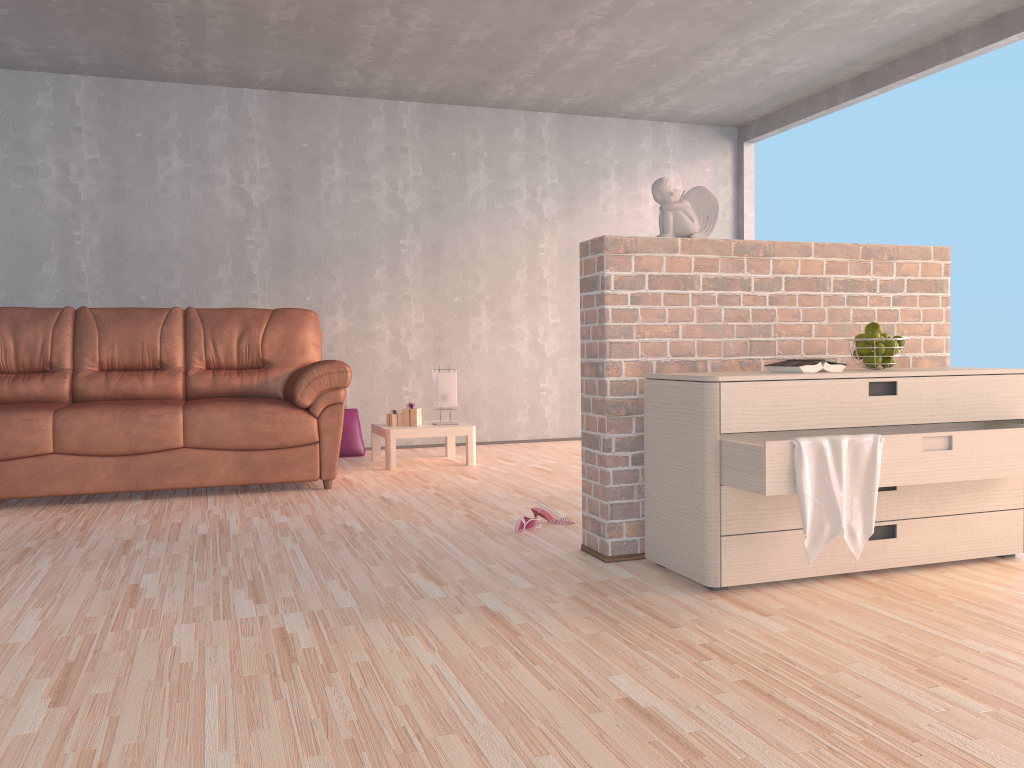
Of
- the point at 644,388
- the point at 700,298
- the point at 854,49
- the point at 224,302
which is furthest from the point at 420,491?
the point at 854,49

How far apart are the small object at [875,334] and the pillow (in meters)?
3.77

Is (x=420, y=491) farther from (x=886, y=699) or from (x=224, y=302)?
Result: (x=886, y=699)

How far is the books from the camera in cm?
267

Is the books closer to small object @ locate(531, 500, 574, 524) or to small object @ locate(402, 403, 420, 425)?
small object @ locate(531, 500, 574, 524)

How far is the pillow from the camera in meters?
5.9

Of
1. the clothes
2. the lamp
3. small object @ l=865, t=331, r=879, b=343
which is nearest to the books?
small object @ l=865, t=331, r=879, b=343

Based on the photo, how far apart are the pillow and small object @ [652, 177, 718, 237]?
3.39m

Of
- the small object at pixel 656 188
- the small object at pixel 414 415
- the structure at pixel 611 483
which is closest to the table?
the small object at pixel 414 415

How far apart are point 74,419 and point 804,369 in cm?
323
